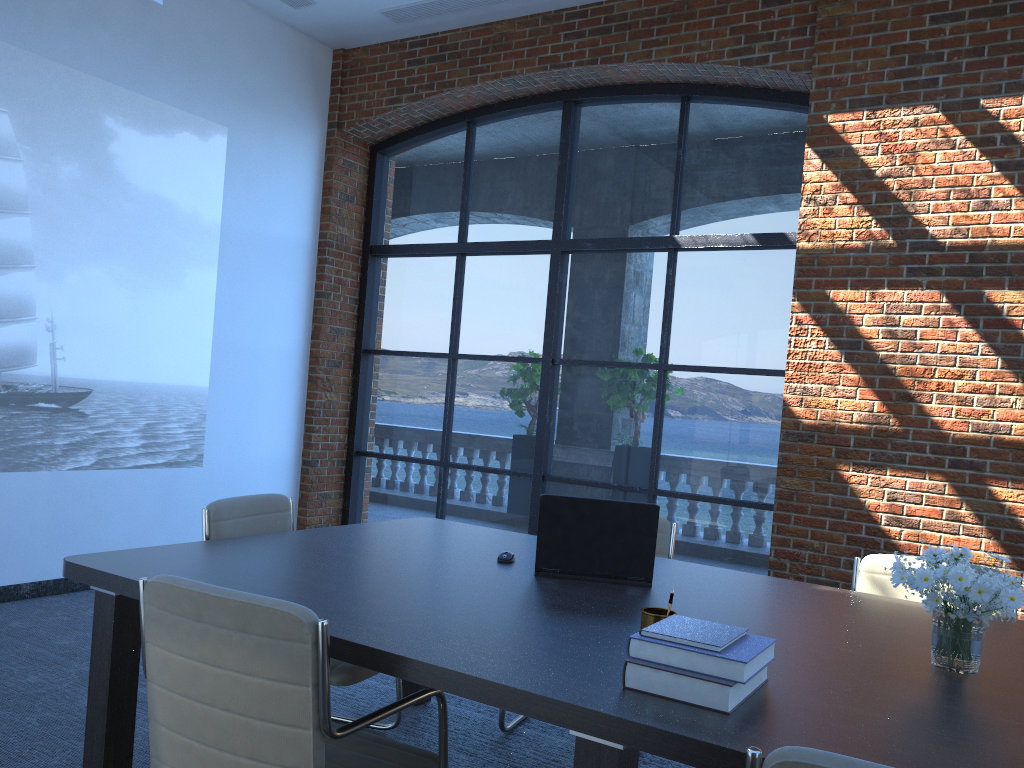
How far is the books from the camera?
1.7 meters

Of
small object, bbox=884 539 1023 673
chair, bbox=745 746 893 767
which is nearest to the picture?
small object, bbox=884 539 1023 673

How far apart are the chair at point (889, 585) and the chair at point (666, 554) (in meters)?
0.84

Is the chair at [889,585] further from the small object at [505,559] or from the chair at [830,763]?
the chair at [830,763]

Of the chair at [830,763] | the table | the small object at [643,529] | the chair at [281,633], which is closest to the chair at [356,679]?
the table

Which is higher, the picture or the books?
the picture

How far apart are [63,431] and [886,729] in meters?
5.0

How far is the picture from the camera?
5.0m

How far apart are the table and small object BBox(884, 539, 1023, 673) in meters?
0.0 m

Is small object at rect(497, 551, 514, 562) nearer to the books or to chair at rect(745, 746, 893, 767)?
the books
